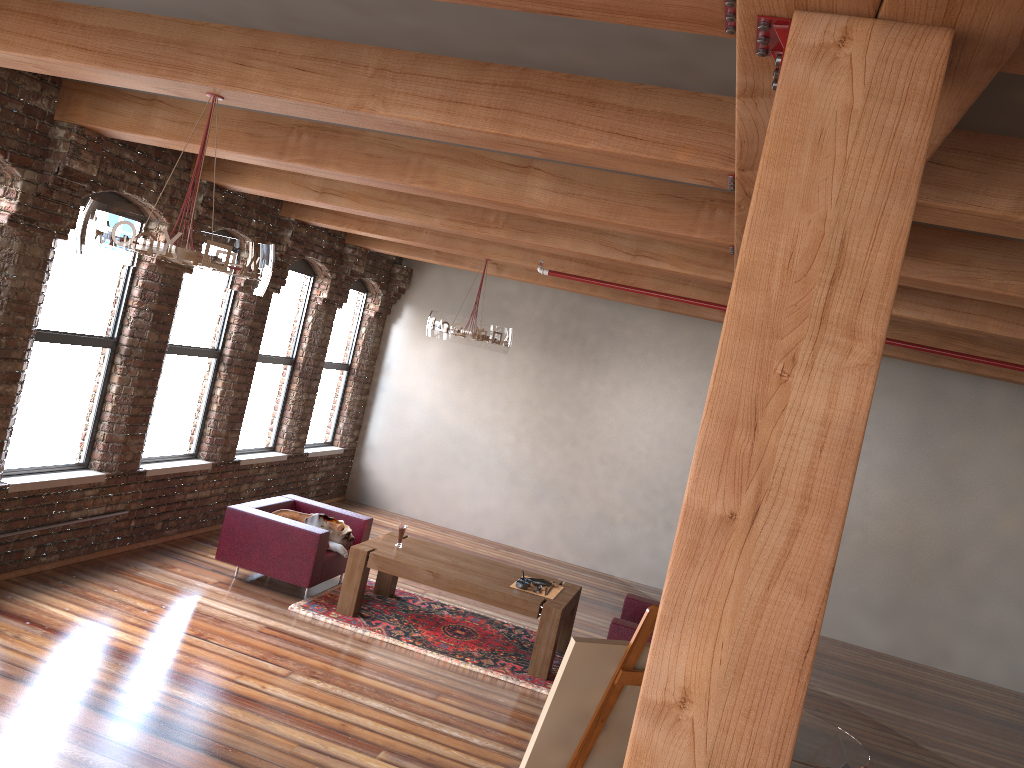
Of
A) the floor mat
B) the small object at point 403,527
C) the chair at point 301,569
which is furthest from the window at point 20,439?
the small object at point 403,527

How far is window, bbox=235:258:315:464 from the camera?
9.24m

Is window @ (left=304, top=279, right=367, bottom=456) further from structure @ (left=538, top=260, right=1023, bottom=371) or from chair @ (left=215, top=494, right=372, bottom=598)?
structure @ (left=538, top=260, right=1023, bottom=371)

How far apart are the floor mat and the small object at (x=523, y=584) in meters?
0.6 m

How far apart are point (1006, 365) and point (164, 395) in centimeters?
674cm

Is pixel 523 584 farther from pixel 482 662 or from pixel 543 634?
pixel 482 662

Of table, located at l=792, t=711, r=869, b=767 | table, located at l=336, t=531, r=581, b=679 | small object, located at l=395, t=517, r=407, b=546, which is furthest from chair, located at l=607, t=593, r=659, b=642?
table, located at l=792, t=711, r=869, b=767

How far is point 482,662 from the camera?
6.7 meters

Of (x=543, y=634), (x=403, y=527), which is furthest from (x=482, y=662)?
(x=403, y=527)

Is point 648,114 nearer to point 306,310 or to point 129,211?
point 129,211
